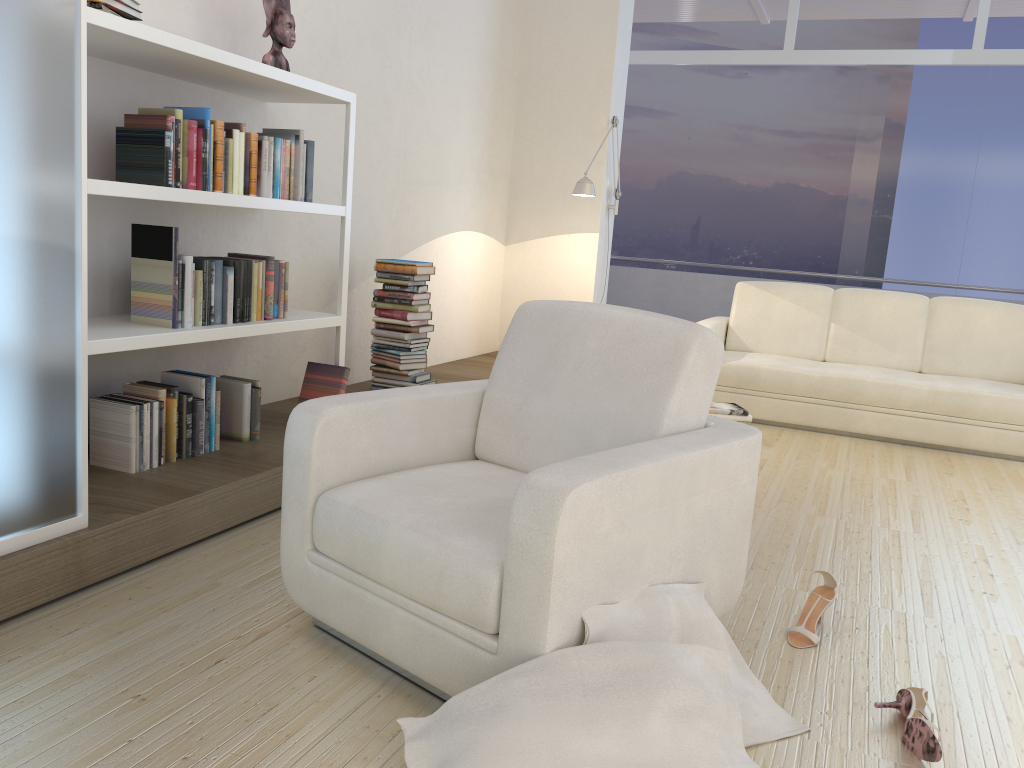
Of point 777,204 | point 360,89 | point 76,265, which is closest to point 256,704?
point 76,265

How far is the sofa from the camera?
5.02m

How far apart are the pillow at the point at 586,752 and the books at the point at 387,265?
2.9 meters

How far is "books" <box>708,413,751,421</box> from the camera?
5.0m

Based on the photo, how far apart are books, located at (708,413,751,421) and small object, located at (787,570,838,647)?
2.44m

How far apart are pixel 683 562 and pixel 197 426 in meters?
1.9 m

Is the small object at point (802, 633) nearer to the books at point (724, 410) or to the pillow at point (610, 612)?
the pillow at point (610, 612)

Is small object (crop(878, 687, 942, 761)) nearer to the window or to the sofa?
the sofa

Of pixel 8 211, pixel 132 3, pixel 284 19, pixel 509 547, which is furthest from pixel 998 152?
pixel 8 211

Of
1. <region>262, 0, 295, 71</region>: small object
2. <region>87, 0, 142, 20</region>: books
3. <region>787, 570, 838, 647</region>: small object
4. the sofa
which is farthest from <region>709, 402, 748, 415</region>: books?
<region>87, 0, 142, 20</region>: books
